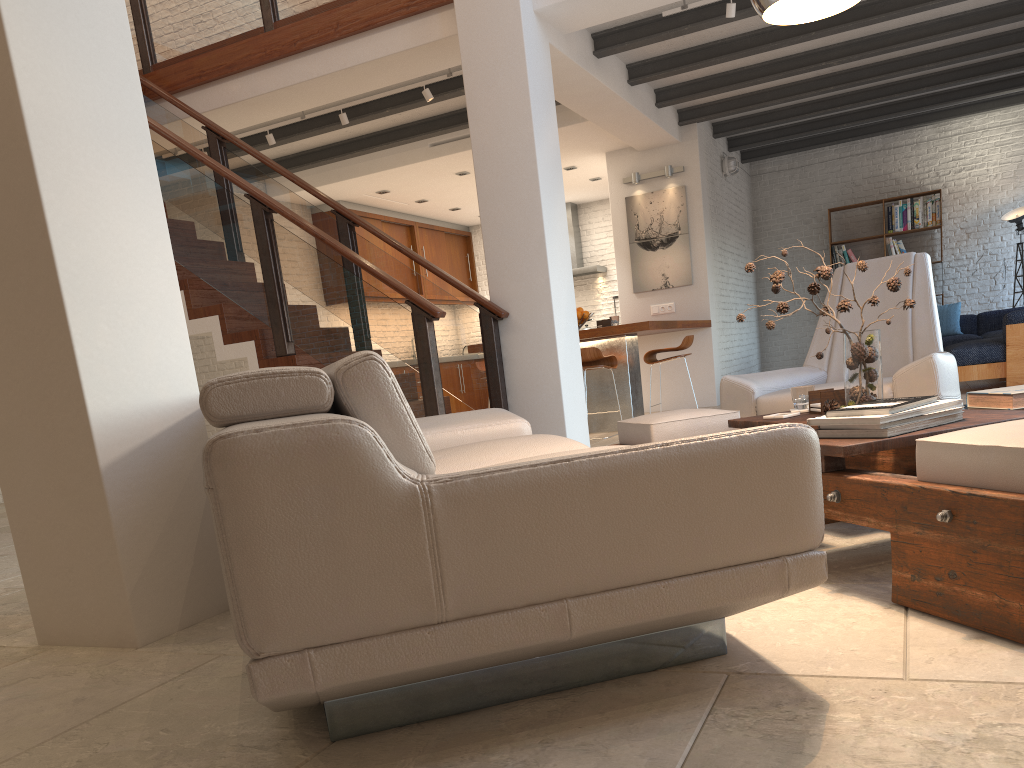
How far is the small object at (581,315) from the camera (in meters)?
8.08

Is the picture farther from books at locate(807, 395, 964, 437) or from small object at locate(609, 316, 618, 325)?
books at locate(807, 395, 964, 437)

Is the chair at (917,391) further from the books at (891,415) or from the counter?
the counter

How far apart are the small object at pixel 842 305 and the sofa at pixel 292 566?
0.71m

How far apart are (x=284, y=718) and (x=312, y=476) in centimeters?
70cm

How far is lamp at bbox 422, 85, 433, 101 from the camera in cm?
710

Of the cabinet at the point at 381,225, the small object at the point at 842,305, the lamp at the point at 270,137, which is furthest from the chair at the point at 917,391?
the cabinet at the point at 381,225

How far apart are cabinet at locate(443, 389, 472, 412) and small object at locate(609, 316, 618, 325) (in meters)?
4.78

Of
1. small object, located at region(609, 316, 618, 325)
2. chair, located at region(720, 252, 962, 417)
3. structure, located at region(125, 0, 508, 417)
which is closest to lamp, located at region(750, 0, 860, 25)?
chair, located at region(720, 252, 962, 417)

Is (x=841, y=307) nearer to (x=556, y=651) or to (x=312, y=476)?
(x=556, y=651)
